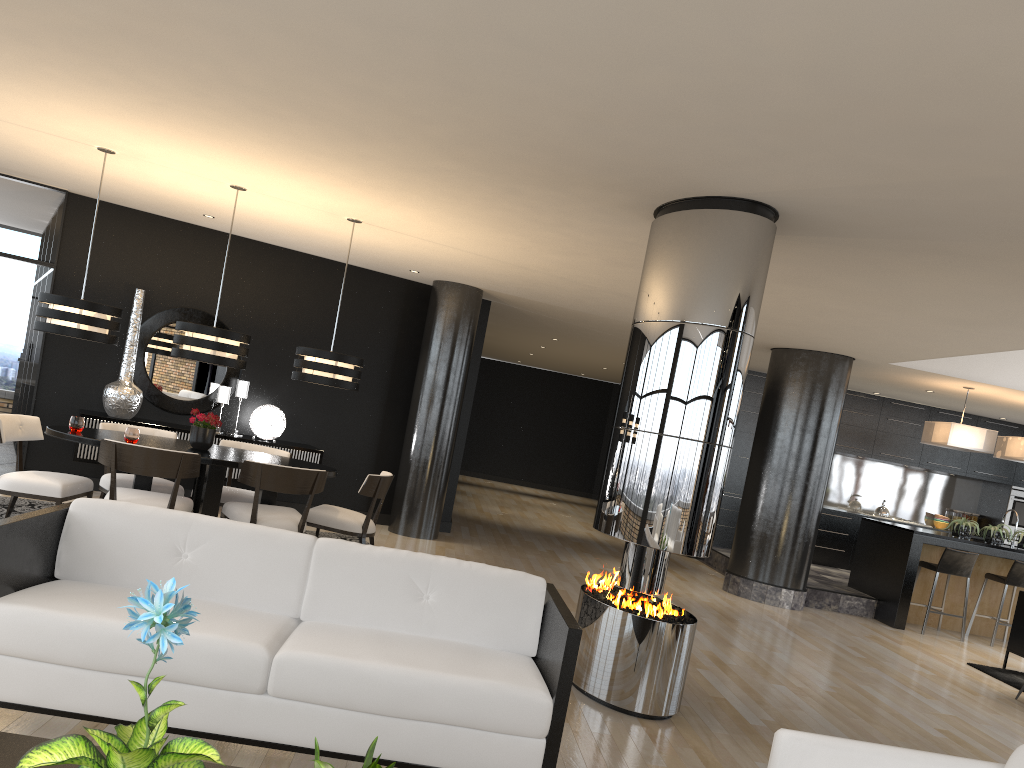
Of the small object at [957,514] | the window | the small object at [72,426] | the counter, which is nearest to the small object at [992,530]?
the counter

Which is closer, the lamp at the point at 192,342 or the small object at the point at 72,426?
the small object at the point at 72,426

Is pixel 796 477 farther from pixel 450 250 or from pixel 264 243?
pixel 264 243

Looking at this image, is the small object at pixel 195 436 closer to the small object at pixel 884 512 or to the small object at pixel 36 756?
the small object at pixel 36 756

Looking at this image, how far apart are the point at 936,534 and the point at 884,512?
3.4m

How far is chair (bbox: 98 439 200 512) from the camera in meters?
5.7

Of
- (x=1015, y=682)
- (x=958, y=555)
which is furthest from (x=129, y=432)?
(x=958, y=555)

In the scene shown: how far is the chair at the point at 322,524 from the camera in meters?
6.8 m

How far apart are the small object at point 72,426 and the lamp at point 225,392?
2.5m

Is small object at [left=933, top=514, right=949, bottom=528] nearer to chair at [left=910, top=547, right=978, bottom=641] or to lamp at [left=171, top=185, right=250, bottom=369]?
chair at [left=910, top=547, right=978, bottom=641]
